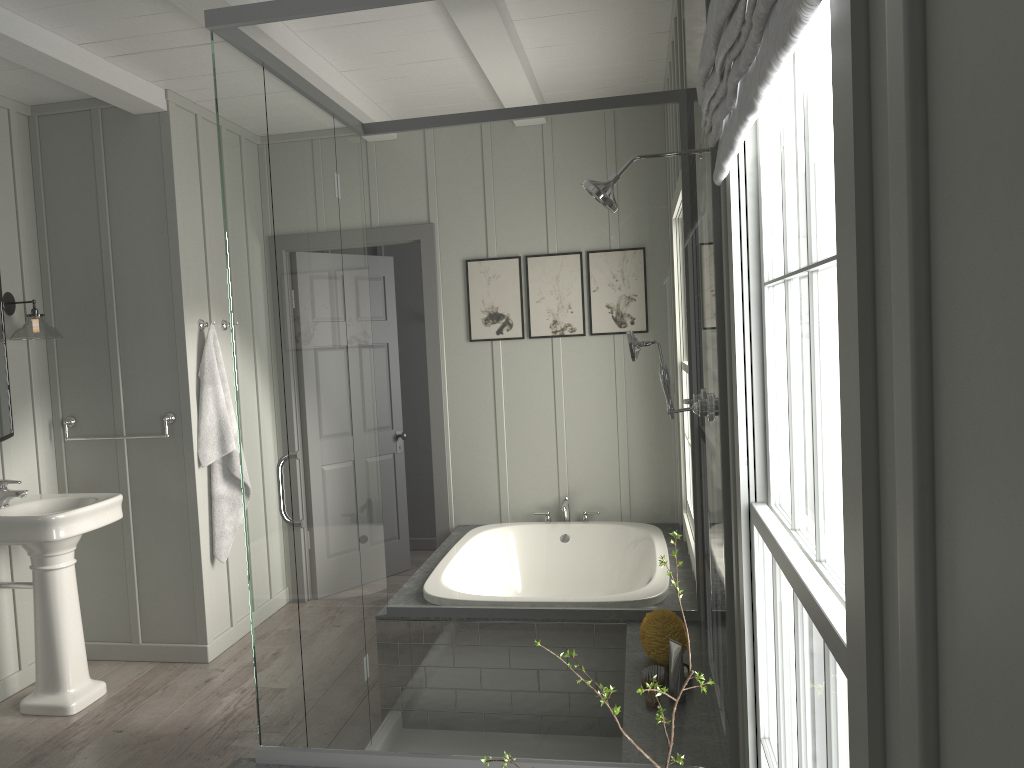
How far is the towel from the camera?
4.3 meters

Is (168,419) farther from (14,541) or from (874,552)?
(874,552)

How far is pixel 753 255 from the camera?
1.7m

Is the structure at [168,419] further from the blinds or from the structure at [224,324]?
the blinds

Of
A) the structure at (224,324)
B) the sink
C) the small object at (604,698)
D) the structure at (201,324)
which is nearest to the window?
the small object at (604,698)

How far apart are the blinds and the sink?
2.98m

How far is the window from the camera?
0.8m

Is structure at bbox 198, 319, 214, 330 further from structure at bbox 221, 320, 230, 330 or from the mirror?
the mirror

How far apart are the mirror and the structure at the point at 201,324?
0.8 meters

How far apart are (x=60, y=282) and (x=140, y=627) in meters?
1.7 m
